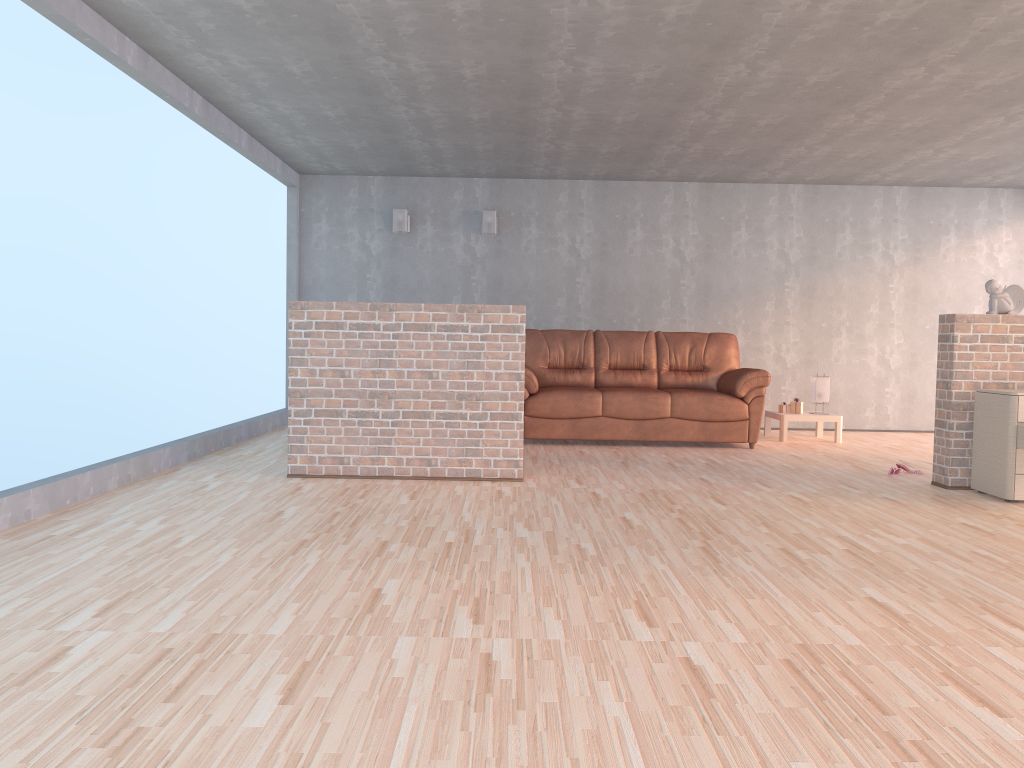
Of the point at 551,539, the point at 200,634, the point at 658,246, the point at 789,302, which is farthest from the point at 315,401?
the point at 789,302

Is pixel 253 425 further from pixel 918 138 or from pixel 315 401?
pixel 918 138

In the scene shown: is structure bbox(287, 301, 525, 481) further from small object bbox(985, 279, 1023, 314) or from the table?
the table

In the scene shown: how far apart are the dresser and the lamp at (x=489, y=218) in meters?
4.8

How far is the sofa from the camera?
7.2 meters

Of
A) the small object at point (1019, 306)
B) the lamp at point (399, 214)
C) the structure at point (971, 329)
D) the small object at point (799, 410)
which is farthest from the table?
the lamp at point (399, 214)

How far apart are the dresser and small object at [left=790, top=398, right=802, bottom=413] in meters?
2.8 m

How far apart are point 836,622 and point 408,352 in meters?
3.2 m

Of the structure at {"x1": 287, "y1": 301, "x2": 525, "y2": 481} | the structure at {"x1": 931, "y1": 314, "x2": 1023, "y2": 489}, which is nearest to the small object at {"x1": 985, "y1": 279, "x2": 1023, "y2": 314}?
the structure at {"x1": 931, "y1": 314, "x2": 1023, "y2": 489}

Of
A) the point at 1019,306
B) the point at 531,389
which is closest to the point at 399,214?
the point at 531,389
